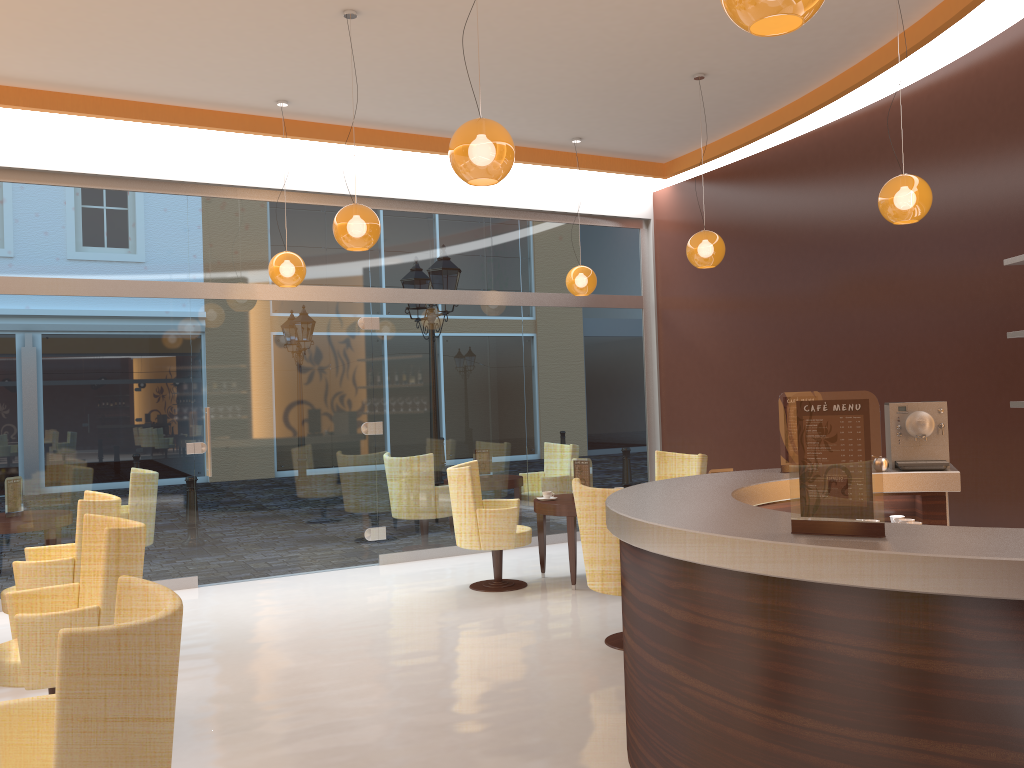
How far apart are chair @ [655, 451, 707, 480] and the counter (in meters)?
2.85

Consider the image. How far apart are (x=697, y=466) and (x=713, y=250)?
1.9 meters

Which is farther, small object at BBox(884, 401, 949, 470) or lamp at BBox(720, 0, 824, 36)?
small object at BBox(884, 401, 949, 470)

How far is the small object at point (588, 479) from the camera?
7.4 meters

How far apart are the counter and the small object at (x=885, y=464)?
0.0 meters

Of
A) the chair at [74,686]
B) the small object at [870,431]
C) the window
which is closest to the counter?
the small object at [870,431]

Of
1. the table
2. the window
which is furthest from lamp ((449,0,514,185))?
A: the window

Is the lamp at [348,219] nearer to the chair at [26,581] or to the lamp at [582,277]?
the chair at [26,581]

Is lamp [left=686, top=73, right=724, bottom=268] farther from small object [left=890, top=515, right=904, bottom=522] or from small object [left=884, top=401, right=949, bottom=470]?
small object [left=890, top=515, right=904, bottom=522]

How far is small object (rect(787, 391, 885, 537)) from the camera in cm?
252
